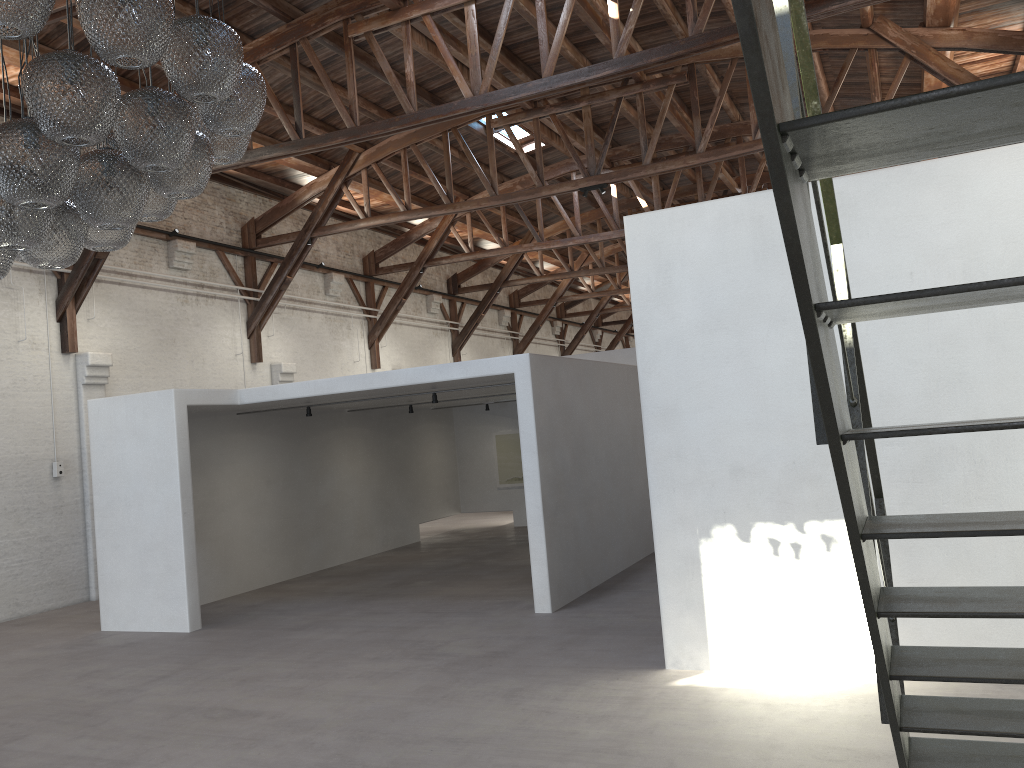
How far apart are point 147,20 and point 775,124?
3.16m

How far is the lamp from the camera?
3.4m

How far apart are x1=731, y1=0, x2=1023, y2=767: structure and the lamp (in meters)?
2.55

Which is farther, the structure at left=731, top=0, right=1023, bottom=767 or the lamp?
the lamp

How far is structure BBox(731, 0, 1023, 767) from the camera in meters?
1.0

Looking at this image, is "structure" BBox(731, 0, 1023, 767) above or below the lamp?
below

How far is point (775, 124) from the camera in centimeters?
103cm

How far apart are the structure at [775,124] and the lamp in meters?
2.6

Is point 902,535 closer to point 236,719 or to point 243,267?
point 236,719

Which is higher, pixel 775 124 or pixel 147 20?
pixel 147 20
